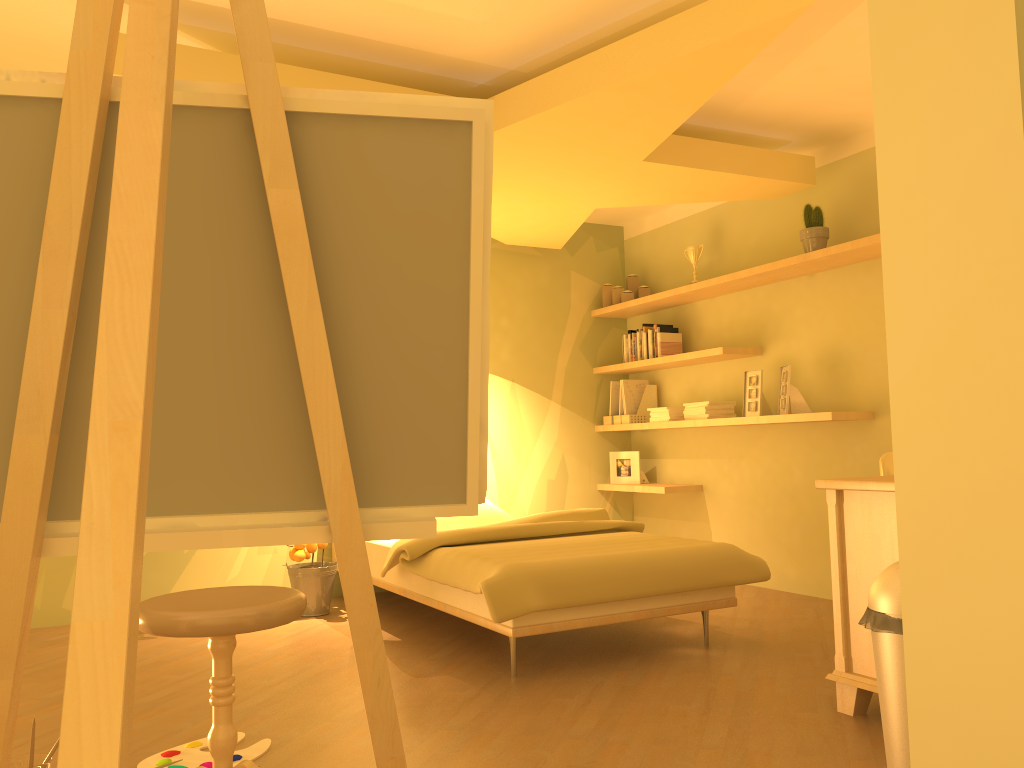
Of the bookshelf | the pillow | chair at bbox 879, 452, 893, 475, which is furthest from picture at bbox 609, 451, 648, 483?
chair at bbox 879, 452, 893, 475

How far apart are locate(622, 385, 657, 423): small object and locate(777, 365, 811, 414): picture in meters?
1.3 m

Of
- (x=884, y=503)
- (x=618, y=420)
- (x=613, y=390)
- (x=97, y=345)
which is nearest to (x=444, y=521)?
(x=618, y=420)

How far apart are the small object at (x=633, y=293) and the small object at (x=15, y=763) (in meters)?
4.46

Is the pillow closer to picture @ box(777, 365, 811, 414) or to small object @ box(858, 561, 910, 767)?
picture @ box(777, 365, 811, 414)

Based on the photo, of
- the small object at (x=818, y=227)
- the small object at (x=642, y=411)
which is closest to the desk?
the small object at (x=818, y=227)

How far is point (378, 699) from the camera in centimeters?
148cm

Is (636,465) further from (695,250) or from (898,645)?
(898,645)

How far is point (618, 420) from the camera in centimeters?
593cm

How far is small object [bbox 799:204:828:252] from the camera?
4.5m
